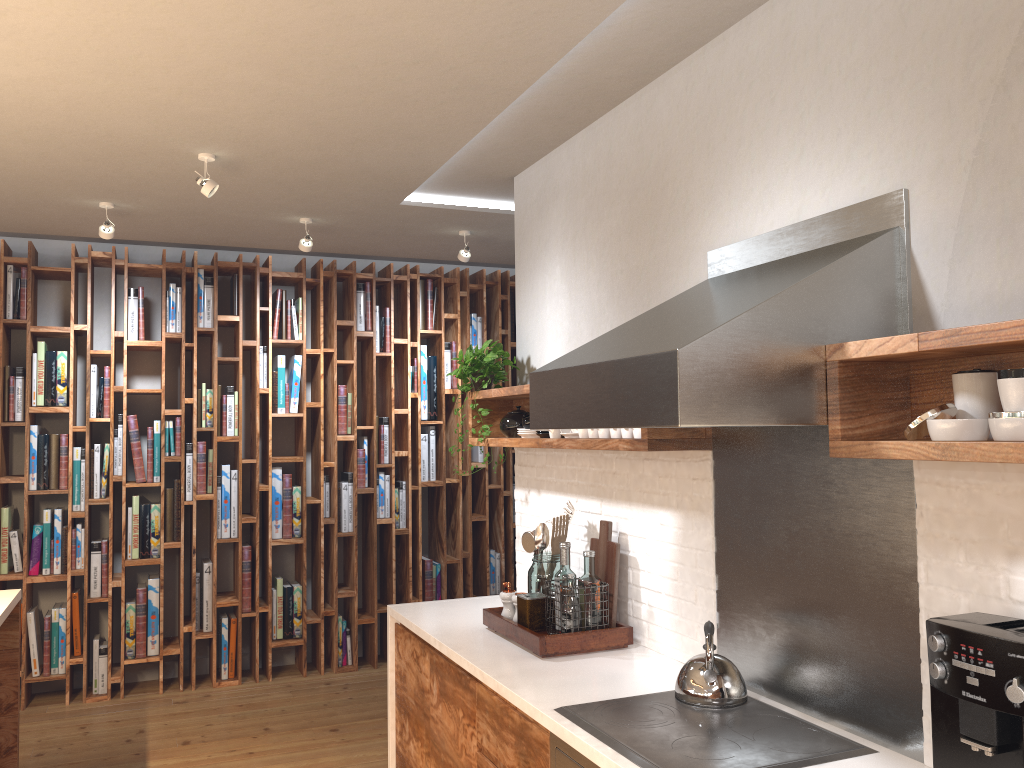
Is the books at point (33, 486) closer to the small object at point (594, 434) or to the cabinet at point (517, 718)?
the cabinet at point (517, 718)

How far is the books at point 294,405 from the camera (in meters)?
5.78

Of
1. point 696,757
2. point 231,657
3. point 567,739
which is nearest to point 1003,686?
point 696,757

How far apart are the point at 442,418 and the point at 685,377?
4.4 meters

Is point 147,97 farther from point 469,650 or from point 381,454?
point 381,454

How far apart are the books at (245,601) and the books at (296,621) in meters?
0.3

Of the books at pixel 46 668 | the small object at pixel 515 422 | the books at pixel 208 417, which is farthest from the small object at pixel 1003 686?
the books at pixel 46 668

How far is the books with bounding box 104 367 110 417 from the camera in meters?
5.3 m

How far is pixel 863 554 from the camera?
2.2m

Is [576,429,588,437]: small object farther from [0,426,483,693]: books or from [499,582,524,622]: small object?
[0,426,483,693]: books
